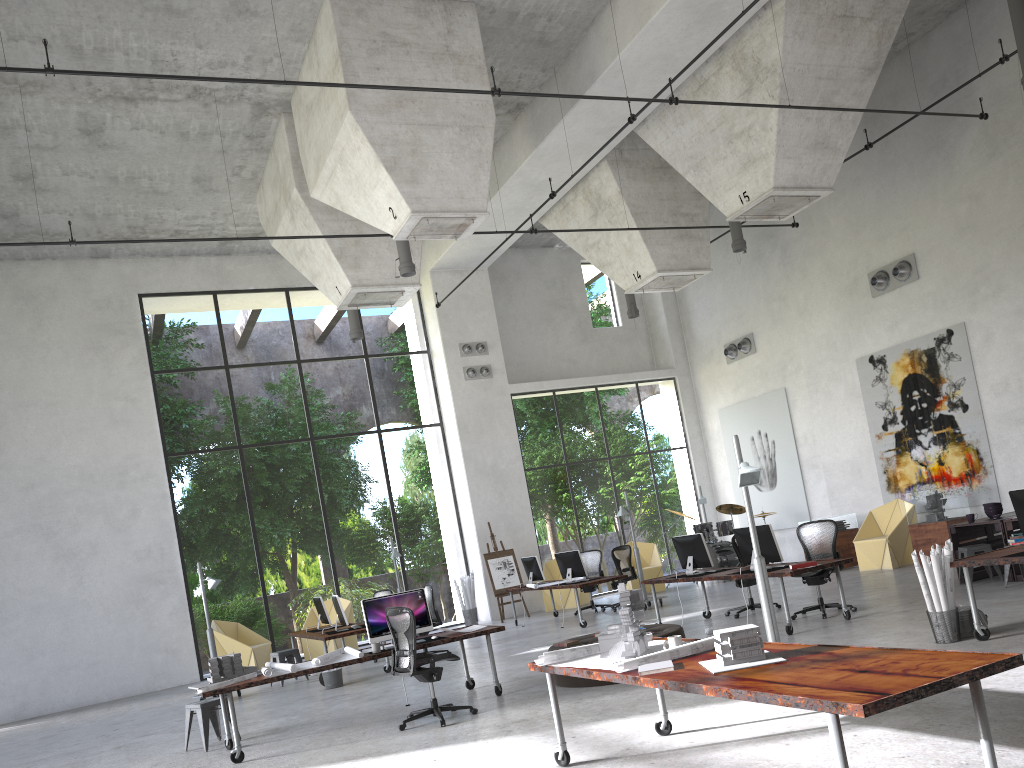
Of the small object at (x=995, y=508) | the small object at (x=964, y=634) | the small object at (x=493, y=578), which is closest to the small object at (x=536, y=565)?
the small object at (x=493, y=578)

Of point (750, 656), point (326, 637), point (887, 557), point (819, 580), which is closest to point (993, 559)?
point (819, 580)

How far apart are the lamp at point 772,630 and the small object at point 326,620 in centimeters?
692cm

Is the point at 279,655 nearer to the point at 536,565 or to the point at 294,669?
the point at 536,565

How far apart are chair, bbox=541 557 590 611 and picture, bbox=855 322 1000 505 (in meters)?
6.33

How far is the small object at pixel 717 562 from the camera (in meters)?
18.17

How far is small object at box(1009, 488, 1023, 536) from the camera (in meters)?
7.52

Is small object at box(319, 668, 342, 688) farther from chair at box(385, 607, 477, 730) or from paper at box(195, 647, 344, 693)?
chair at box(385, 607, 477, 730)

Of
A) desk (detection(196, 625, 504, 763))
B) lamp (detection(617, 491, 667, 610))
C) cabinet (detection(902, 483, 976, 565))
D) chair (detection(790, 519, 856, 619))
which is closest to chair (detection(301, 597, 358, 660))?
lamp (detection(617, 491, 667, 610))

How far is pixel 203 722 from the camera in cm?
894
